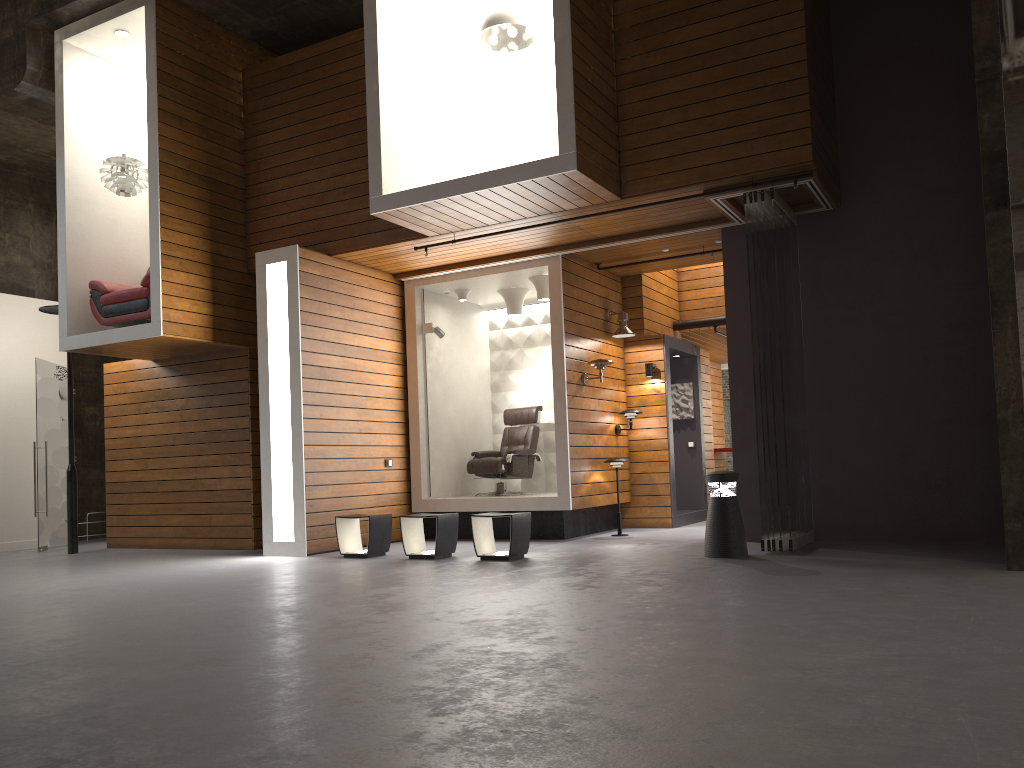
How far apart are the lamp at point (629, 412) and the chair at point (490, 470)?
1.0m

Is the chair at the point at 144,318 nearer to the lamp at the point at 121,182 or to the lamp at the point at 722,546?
the lamp at the point at 121,182

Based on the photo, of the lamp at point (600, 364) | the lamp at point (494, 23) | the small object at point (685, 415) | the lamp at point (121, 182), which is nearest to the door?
the lamp at point (121, 182)

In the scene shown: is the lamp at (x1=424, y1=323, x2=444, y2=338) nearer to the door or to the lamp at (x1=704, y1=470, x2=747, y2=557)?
the lamp at (x1=704, y1=470, x2=747, y2=557)

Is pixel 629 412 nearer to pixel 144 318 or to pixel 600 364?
pixel 600 364

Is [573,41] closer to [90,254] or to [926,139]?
[926,139]

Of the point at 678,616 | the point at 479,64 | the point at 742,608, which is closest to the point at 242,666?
the point at 678,616

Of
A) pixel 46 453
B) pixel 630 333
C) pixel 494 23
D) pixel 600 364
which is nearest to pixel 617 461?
pixel 600 364

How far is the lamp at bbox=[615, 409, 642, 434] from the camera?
10.23m

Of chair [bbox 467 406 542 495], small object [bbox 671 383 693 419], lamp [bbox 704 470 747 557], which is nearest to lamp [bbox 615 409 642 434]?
chair [bbox 467 406 542 495]
